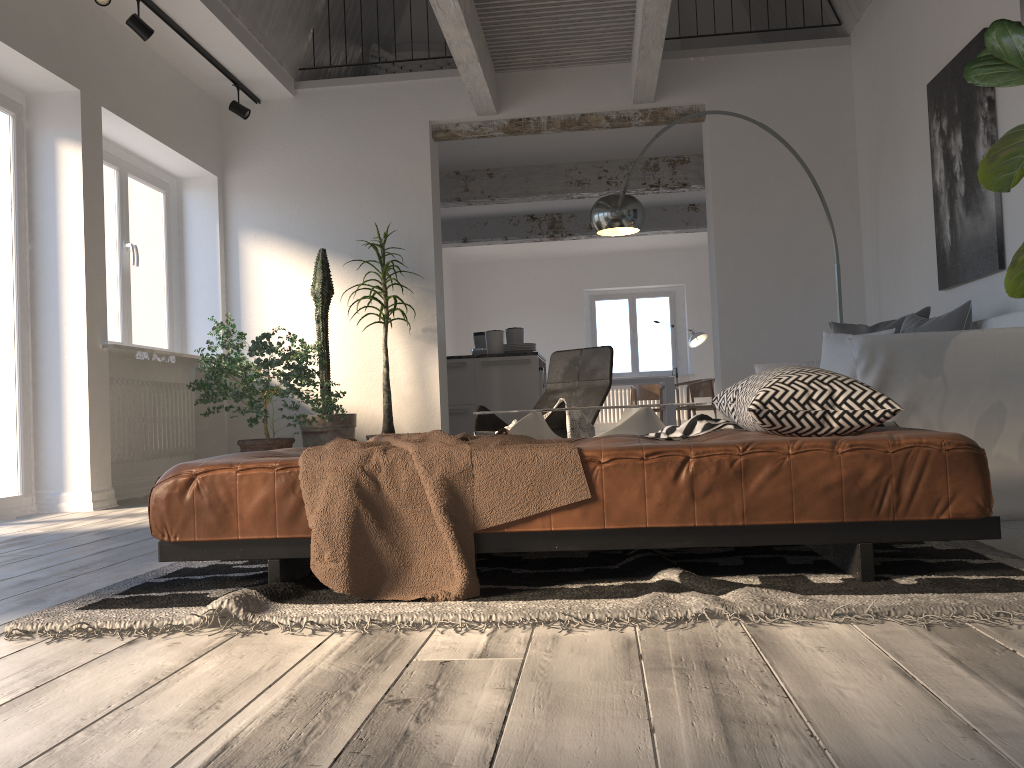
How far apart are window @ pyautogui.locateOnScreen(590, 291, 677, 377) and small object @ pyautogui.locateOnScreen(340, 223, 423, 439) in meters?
8.2 m

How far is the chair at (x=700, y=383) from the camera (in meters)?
11.54

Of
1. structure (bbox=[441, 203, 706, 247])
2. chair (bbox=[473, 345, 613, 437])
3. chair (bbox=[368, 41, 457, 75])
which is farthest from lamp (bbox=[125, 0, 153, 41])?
structure (bbox=[441, 203, 706, 247])

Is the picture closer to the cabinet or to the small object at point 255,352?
the small object at point 255,352

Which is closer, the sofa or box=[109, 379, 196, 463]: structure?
the sofa

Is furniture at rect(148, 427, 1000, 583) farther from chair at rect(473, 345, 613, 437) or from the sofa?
chair at rect(473, 345, 613, 437)

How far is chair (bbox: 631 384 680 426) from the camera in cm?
1294

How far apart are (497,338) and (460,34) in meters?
3.4

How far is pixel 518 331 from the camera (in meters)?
8.68

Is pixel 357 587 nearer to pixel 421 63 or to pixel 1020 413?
pixel 1020 413
